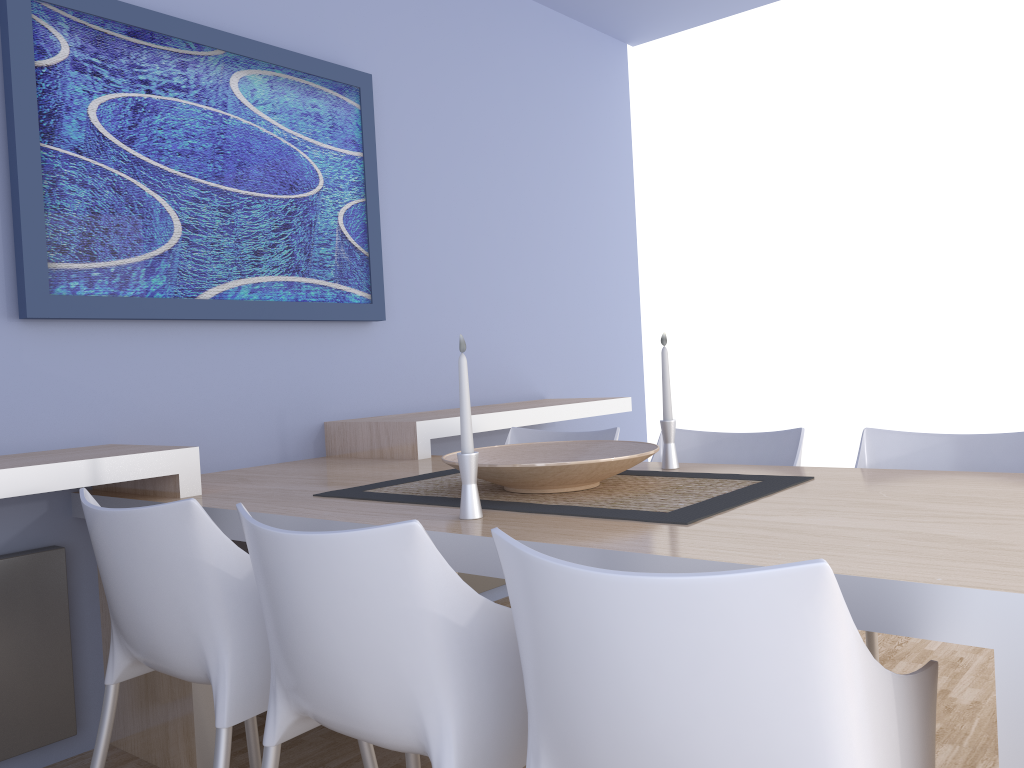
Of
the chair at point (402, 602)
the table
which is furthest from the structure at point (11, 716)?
the chair at point (402, 602)

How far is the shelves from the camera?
2.01m

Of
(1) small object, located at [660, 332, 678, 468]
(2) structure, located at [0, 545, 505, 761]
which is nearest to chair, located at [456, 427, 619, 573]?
(1) small object, located at [660, 332, 678, 468]

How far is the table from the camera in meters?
1.0 m

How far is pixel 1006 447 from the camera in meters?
2.1

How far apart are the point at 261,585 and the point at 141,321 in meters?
1.4 m

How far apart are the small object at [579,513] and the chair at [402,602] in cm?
30

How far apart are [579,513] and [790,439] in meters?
1.0 m

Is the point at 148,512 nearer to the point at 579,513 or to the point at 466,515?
the point at 466,515

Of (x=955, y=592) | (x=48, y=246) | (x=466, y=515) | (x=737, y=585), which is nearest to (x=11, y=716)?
(x=48, y=246)
